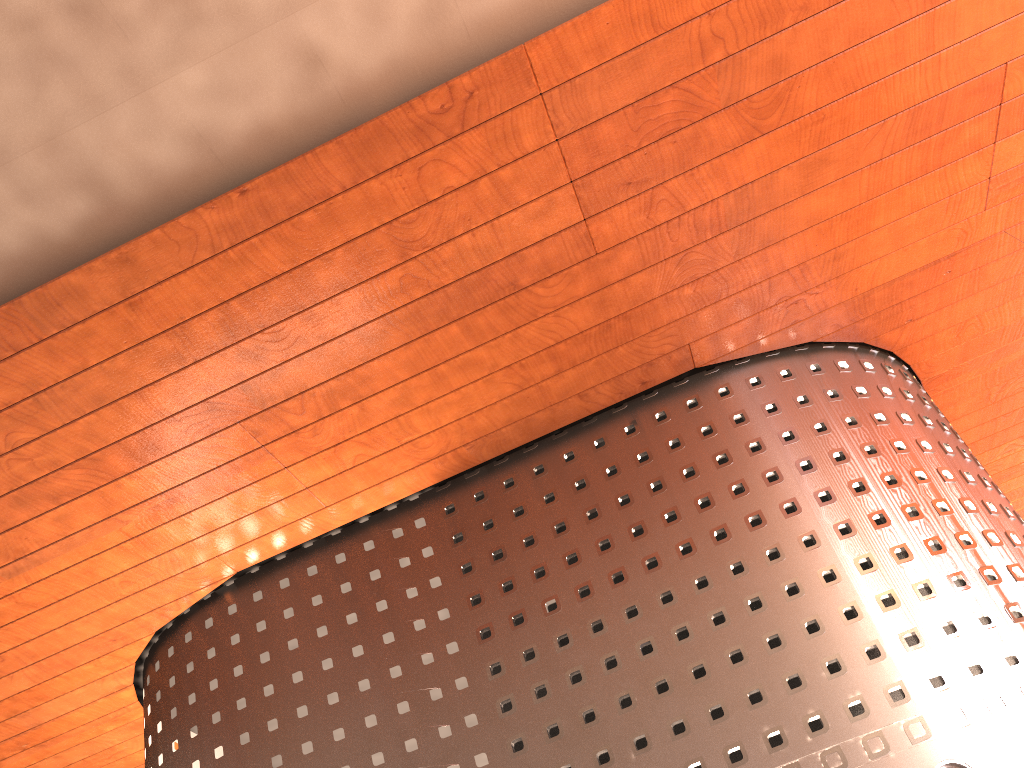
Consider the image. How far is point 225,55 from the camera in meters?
8.0 m
